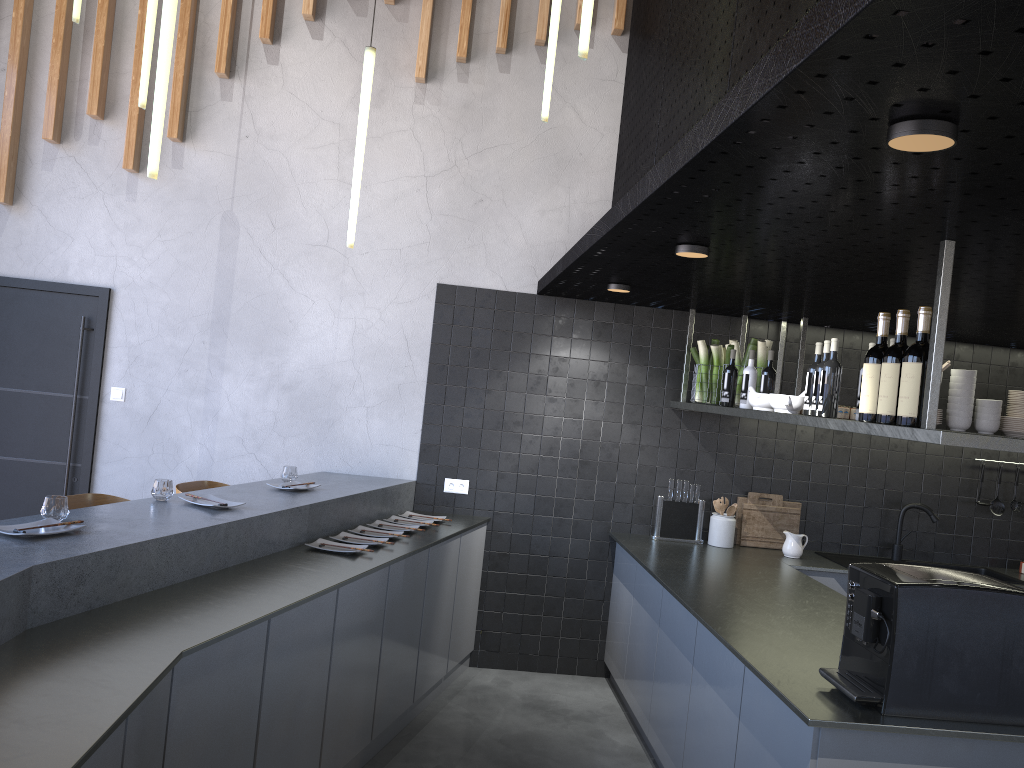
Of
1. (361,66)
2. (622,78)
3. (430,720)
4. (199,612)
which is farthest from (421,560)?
(622,78)

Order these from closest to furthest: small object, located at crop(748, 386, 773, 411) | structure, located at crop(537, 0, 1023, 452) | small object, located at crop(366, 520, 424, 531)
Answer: structure, located at crop(537, 0, 1023, 452), small object, located at crop(748, 386, 773, 411), small object, located at crop(366, 520, 424, 531)

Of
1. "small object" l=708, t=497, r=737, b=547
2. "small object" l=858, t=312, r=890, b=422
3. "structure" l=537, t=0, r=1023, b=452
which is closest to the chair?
"structure" l=537, t=0, r=1023, b=452

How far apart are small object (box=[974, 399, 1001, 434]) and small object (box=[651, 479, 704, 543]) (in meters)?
1.75

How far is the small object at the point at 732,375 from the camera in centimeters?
464cm

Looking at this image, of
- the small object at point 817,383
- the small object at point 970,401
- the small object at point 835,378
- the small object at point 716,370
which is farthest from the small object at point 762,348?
the small object at point 970,401

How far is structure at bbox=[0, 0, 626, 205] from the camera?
5.1m

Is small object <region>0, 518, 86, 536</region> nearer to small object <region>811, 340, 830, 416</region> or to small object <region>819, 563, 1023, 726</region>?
small object <region>819, 563, 1023, 726</region>

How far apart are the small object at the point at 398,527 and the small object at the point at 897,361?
2.5m

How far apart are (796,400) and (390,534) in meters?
2.0
